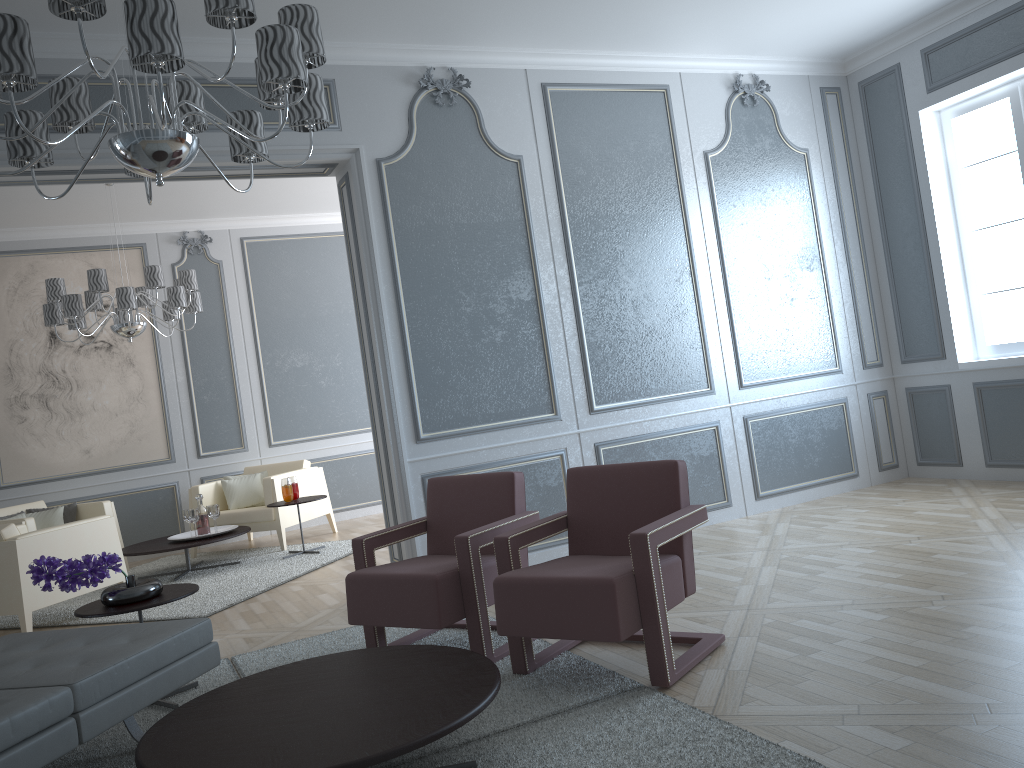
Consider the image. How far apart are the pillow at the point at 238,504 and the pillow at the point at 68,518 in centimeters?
107cm

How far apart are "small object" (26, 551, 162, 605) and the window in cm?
457

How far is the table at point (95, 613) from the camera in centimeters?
300cm

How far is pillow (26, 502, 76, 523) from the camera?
6.5 meters

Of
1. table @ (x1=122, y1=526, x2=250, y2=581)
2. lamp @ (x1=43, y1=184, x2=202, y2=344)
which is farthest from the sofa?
lamp @ (x1=43, y1=184, x2=202, y2=344)

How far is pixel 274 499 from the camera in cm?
654

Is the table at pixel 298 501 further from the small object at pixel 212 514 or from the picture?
the picture

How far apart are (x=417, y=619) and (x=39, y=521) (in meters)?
4.57

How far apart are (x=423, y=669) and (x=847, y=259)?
4.4 meters

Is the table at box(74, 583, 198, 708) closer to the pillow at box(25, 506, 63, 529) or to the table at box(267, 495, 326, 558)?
the table at box(267, 495, 326, 558)
